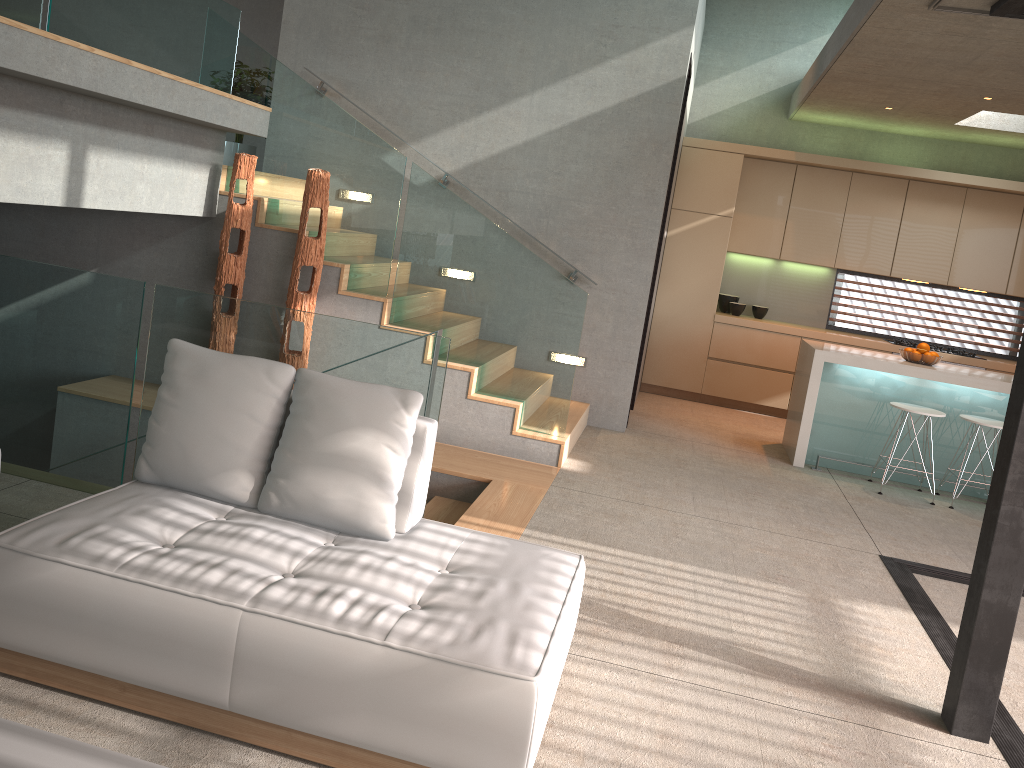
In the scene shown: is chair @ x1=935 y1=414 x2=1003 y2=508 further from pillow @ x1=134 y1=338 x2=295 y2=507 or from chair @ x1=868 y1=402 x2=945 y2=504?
pillow @ x1=134 y1=338 x2=295 y2=507

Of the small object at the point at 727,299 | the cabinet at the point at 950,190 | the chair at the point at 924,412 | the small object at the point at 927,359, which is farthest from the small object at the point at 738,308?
the chair at the point at 924,412

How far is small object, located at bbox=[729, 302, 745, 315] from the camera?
8.9m

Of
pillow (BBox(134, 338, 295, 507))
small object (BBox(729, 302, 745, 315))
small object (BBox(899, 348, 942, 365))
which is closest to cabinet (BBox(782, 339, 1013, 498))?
small object (BBox(899, 348, 942, 365))

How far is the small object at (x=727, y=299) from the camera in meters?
9.0

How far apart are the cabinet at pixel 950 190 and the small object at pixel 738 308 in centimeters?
26cm

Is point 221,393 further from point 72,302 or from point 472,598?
point 72,302

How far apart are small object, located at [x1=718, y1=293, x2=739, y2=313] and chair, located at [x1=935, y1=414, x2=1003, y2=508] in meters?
3.1 m

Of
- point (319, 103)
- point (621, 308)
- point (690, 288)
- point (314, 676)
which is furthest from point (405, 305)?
point (690, 288)

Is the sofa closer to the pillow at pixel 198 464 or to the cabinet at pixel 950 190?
the pillow at pixel 198 464
